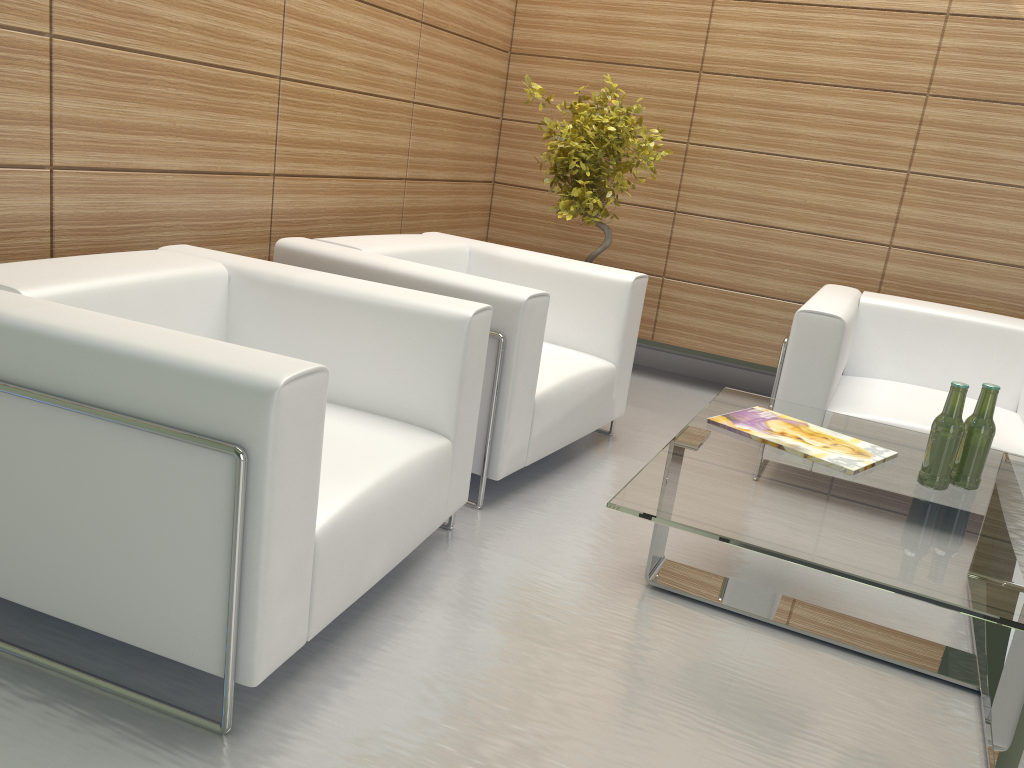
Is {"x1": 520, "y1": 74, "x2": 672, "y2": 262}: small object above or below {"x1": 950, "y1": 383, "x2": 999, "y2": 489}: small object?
above

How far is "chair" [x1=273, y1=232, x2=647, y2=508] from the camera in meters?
4.7

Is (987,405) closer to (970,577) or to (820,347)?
(970,577)

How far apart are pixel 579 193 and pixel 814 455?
3.23m

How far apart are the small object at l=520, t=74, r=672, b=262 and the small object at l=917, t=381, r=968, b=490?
3.34m

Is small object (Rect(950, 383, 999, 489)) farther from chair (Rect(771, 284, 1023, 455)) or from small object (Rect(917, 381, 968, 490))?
chair (Rect(771, 284, 1023, 455))

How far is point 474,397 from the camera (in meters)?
4.25

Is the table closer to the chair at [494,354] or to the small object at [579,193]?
the chair at [494,354]

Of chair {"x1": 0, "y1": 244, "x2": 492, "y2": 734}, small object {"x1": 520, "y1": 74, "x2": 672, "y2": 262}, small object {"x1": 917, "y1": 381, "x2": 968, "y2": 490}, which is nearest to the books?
small object {"x1": 917, "y1": 381, "x2": 968, "y2": 490}

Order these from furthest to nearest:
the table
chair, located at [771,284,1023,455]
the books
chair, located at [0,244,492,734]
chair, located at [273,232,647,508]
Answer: chair, located at [771,284,1023,455] → chair, located at [273,232,647,508] → the books → the table → chair, located at [0,244,492,734]
